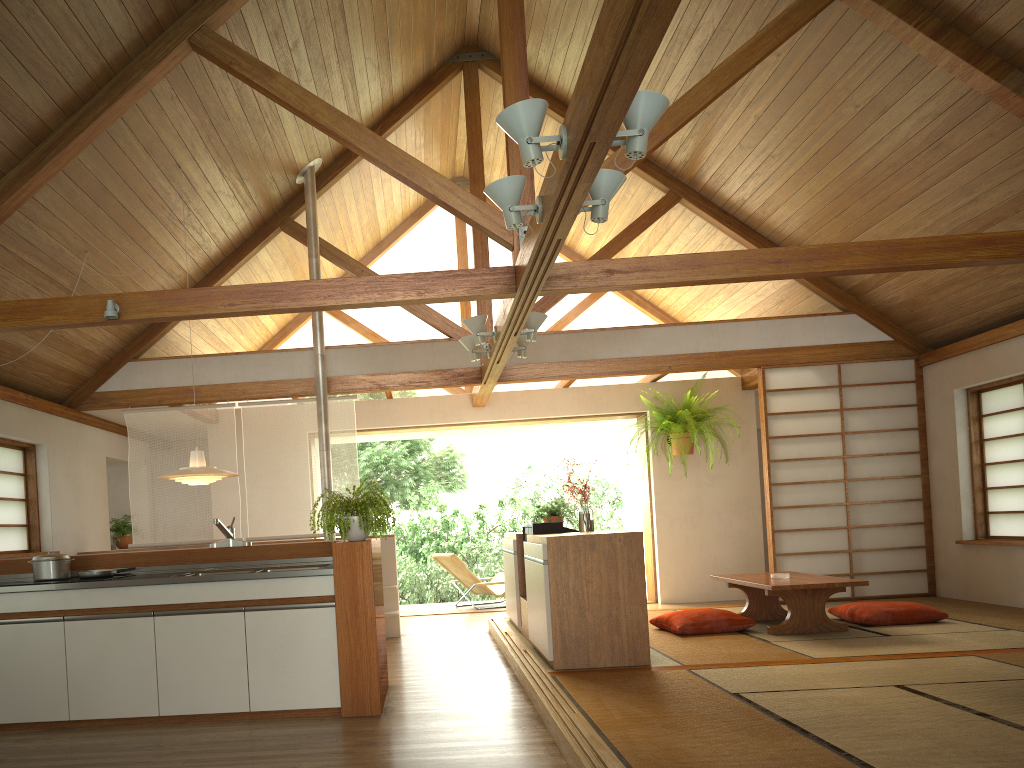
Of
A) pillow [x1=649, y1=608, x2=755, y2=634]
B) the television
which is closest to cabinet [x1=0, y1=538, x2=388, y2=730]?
the television

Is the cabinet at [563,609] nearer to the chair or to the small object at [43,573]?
the chair

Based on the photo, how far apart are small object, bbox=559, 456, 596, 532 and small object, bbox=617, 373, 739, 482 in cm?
316

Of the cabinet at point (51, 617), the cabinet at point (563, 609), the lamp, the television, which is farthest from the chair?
the cabinet at point (51, 617)

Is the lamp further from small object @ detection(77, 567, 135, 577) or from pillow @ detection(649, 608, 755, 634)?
pillow @ detection(649, 608, 755, 634)

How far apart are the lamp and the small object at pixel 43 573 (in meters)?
0.92

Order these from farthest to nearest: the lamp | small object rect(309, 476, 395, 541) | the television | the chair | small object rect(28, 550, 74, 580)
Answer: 1. the chair
2. the television
3. the lamp
4. small object rect(28, 550, 74, 580)
5. small object rect(309, 476, 395, 541)

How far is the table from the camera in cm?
580

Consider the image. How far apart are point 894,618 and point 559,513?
2.6 meters

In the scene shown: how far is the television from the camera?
5.93m
